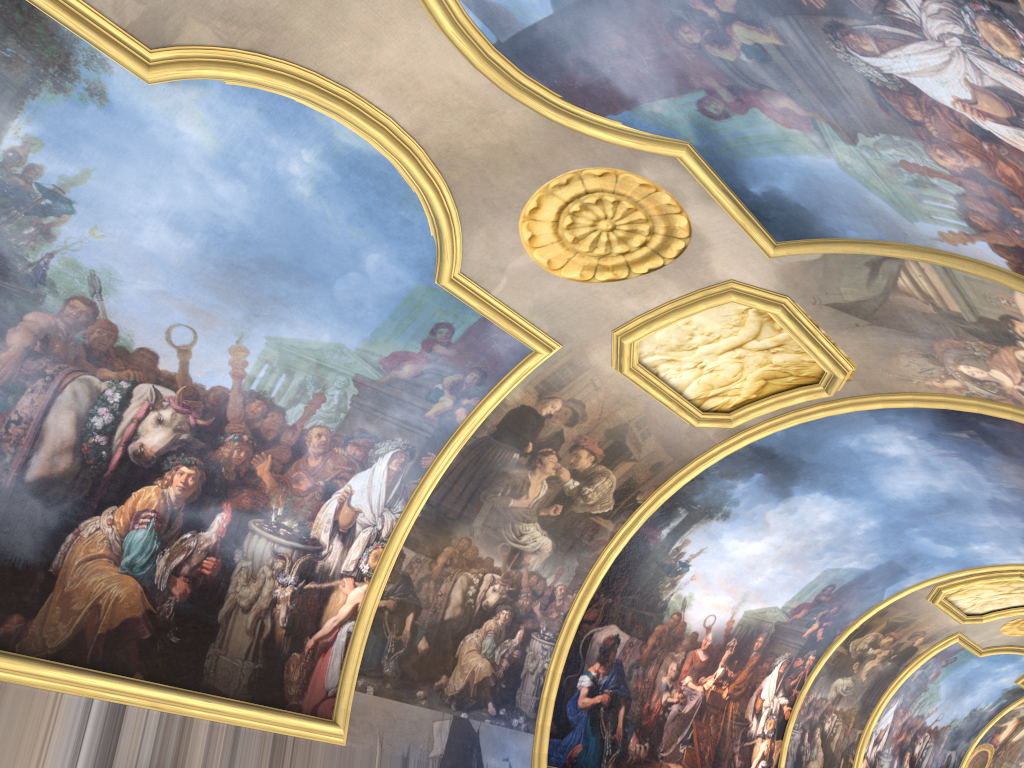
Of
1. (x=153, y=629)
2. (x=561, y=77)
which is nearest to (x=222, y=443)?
(x=153, y=629)
